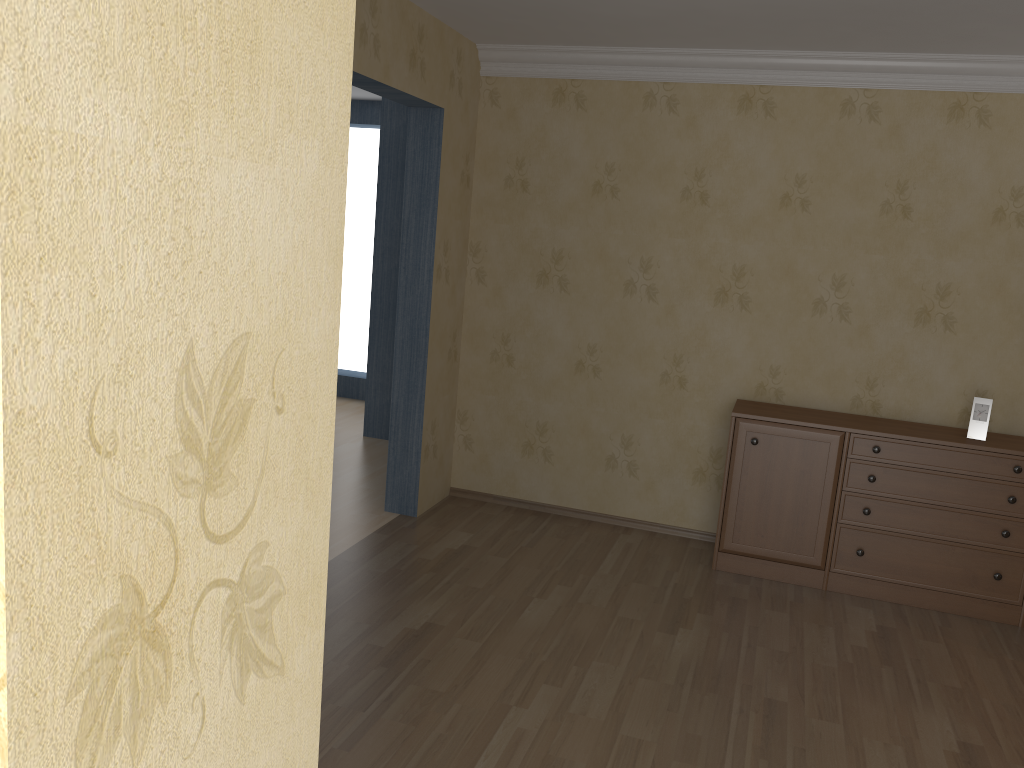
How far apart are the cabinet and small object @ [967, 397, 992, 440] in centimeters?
6cm

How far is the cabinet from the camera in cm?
410

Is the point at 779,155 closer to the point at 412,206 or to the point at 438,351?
the point at 412,206

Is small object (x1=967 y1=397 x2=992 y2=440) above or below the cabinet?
above

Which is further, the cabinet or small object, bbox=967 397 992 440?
small object, bbox=967 397 992 440

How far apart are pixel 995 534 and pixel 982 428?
0.5 meters

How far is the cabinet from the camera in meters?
4.1

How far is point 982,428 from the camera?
4.20m

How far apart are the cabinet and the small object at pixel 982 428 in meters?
0.1 m

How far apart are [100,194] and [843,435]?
4.2 meters
